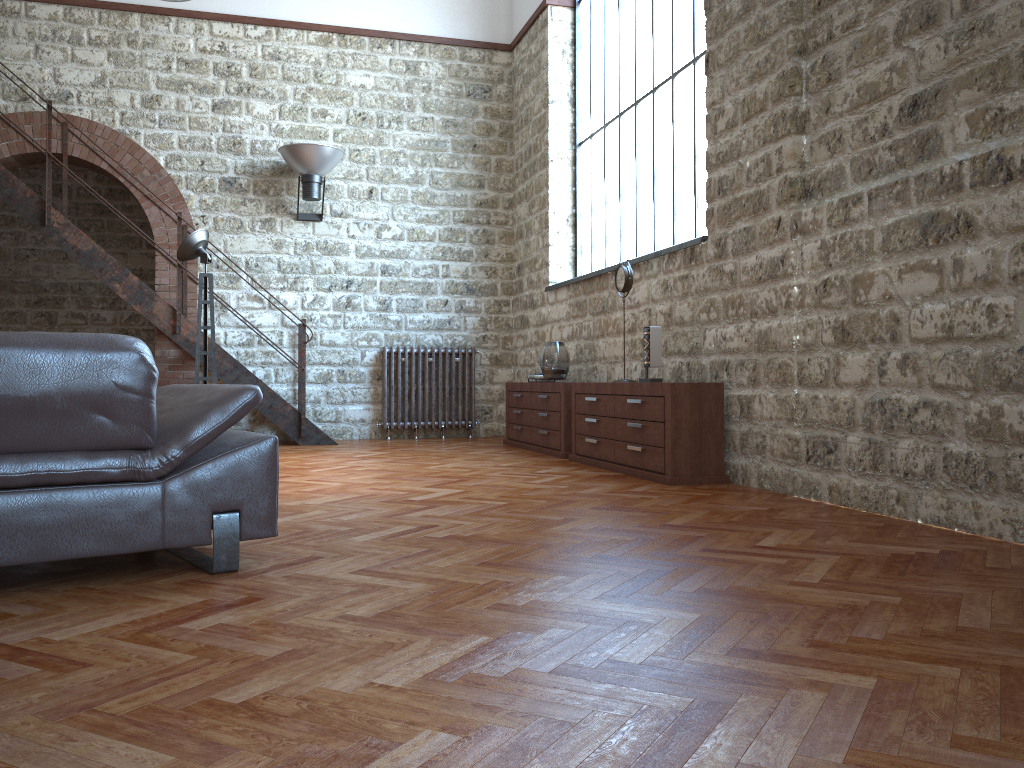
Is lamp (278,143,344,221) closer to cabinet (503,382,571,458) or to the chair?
cabinet (503,382,571,458)

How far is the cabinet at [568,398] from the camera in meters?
7.0 m

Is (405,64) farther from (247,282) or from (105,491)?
(105,491)

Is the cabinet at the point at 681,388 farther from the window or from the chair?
the chair

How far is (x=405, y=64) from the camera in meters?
9.5 m

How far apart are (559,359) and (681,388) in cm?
225

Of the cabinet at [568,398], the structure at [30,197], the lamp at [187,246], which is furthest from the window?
the lamp at [187,246]

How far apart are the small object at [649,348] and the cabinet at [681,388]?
0.1m

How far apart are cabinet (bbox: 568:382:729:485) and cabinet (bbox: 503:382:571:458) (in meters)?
0.23

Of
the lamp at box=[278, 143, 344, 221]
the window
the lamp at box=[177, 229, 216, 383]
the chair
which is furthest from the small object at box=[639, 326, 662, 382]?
the lamp at box=[278, 143, 344, 221]
